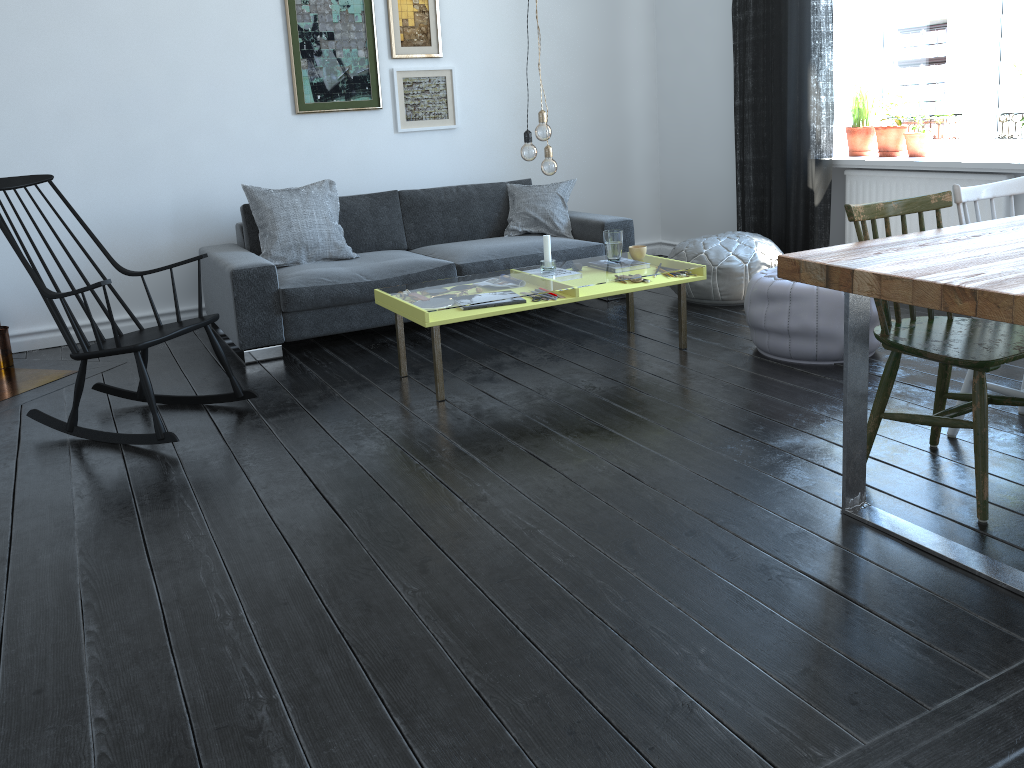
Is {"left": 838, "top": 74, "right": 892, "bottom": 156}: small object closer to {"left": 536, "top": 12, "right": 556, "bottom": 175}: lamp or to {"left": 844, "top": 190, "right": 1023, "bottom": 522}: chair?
{"left": 536, "top": 12, "right": 556, "bottom": 175}: lamp

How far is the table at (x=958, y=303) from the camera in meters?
1.9 m

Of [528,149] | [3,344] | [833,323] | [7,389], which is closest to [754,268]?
[833,323]

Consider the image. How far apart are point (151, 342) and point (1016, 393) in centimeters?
294cm

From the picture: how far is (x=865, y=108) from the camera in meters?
5.1 m

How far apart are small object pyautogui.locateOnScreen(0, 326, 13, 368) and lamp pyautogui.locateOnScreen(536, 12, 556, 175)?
2.9 meters

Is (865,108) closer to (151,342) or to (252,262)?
(252,262)

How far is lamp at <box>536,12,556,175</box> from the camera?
3.80m

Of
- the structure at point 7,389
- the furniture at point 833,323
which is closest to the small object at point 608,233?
the furniture at point 833,323

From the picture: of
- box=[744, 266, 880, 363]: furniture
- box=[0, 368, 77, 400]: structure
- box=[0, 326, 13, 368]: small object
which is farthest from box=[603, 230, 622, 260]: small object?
box=[0, 326, 13, 368]: small object
